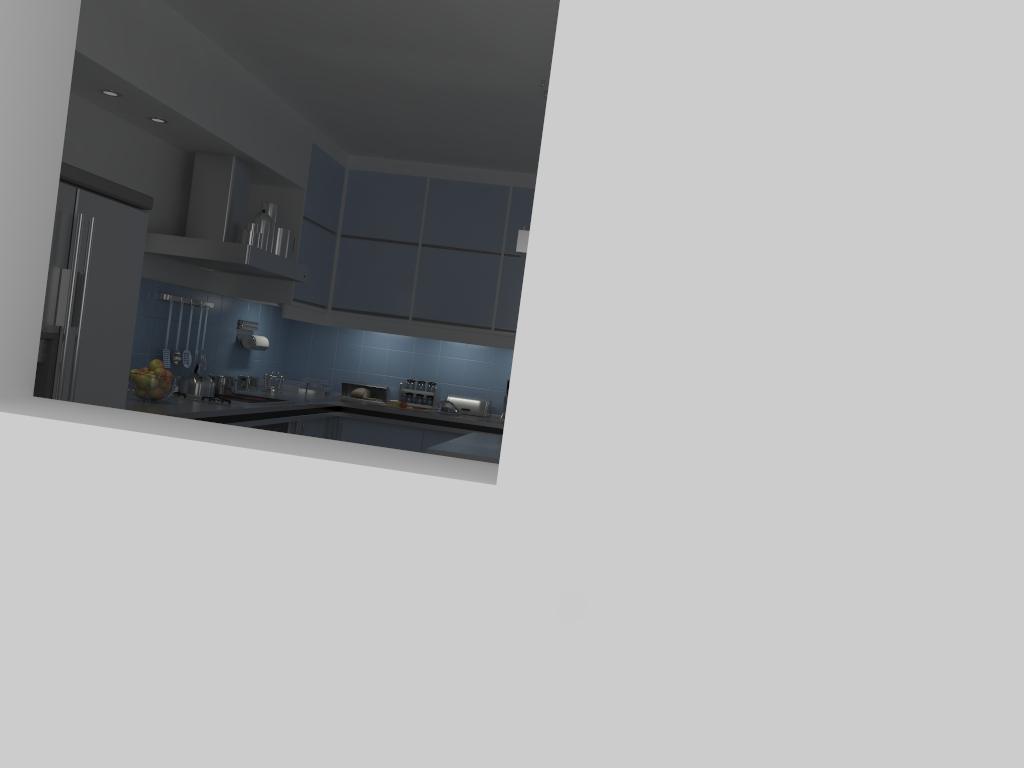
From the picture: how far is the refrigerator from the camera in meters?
3.0

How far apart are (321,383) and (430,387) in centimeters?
80cm

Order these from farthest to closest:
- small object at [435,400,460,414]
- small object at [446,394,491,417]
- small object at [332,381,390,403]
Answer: small object at [332,381,390,403]
small object at [446,394,491,417]
small object at [435,400,460,414]

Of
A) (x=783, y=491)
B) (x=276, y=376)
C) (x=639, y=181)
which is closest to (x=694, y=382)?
(x=783, y=491)

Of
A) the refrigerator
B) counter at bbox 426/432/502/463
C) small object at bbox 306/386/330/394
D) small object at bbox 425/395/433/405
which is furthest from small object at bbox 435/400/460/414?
the refrigerator

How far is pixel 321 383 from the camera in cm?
653

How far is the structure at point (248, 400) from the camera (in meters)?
5.06

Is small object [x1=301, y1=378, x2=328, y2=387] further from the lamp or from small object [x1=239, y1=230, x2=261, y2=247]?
the lamp

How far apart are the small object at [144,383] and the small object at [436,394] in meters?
2.5 m

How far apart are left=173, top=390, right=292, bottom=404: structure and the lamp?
1.8m
